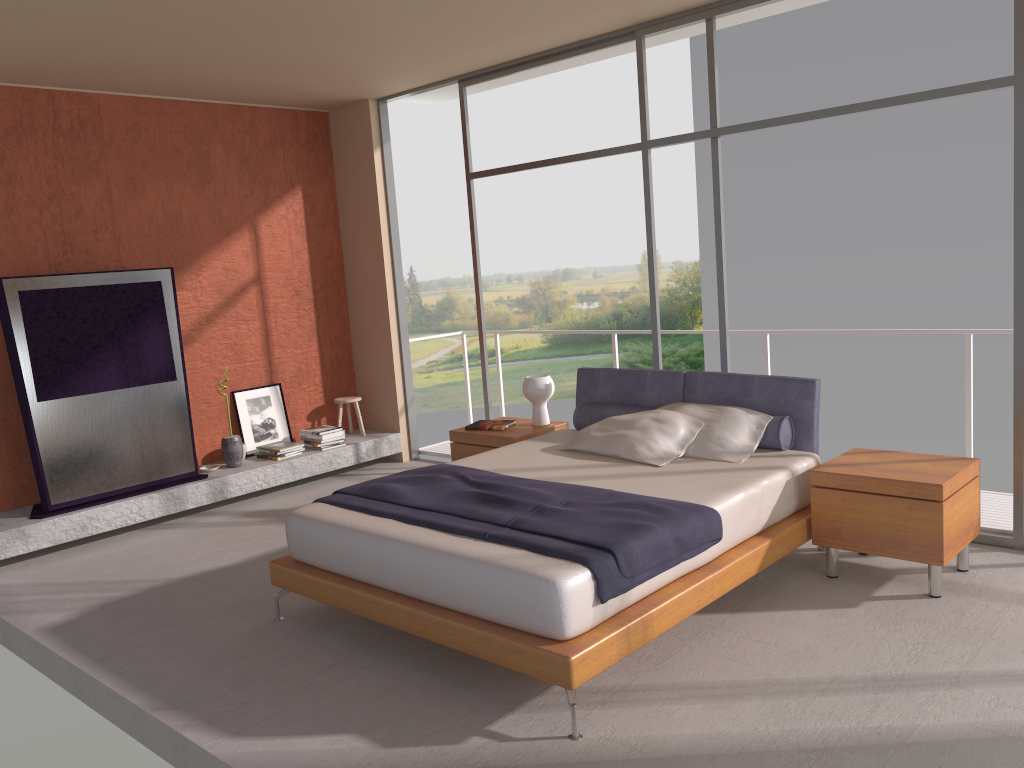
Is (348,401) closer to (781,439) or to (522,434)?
(522,434)

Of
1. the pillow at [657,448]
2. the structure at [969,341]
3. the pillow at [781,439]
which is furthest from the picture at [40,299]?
the structure at [969,341]

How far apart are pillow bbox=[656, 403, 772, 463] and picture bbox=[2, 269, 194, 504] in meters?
3.6

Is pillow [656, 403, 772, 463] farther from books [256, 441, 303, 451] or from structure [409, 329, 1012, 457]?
books [256, 441, 303, 451]

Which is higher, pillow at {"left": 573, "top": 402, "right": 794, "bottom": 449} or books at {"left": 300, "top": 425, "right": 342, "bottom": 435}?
pillow at {"left": 573, "top": 402, "right": 794, "bottom": 449}

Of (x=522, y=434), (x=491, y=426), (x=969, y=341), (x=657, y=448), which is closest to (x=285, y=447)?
(x=491, y=426)

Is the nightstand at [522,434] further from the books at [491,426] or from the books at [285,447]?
the books at [285,447]

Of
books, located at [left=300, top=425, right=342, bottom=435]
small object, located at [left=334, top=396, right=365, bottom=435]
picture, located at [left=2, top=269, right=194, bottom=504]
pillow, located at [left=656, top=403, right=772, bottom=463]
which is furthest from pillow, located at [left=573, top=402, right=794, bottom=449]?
picture, located at [left=2, top=269, right=194, bottom=504]

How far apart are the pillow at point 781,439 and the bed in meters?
0.0 m

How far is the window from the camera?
4.42m
